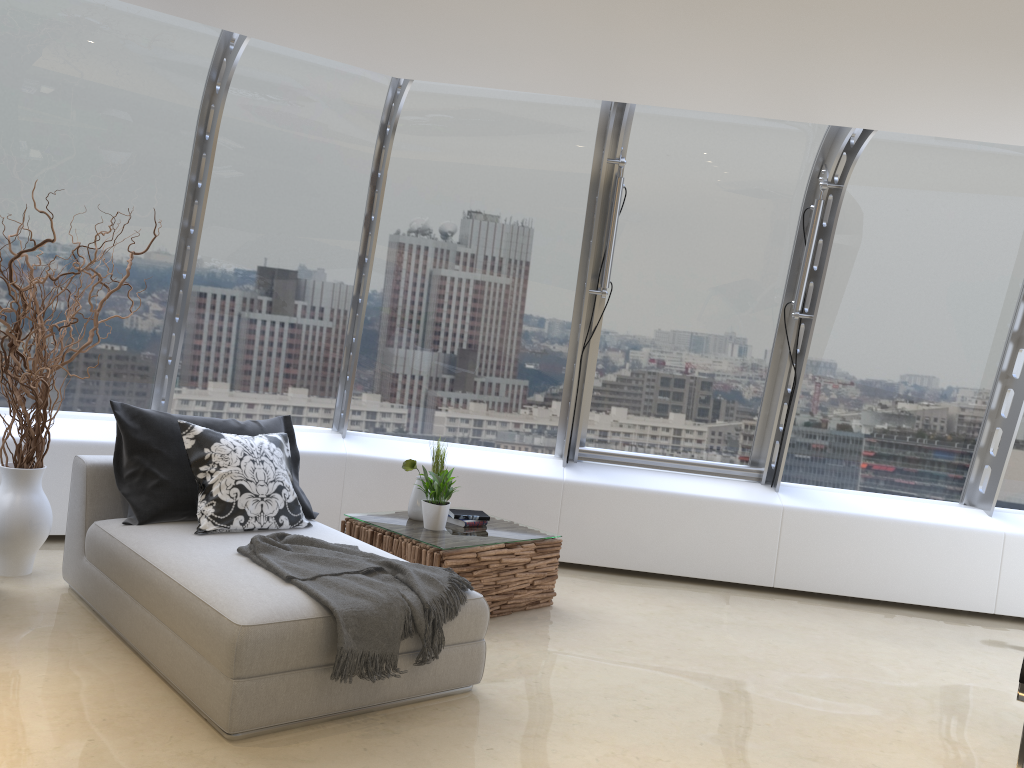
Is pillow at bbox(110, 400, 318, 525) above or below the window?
below

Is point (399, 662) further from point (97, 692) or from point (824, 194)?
point (824, 194)

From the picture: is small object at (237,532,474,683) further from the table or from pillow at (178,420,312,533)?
the table

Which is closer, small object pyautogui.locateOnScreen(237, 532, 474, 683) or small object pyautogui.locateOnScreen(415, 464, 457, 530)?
small object pyautogui.locateOnScreen(237, 532, 474, 683)

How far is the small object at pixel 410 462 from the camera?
5.14m

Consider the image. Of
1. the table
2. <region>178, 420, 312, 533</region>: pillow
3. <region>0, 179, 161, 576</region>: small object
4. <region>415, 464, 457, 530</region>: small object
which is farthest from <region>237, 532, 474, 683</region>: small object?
<region>0, 179, 161, 576</region>: small object

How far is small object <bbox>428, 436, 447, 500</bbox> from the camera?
5.38m

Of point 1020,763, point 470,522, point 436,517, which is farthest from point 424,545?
point 1020,763

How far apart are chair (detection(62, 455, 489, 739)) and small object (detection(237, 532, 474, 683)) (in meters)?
0.02

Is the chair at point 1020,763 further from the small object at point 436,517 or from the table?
the small object at point 436,517
